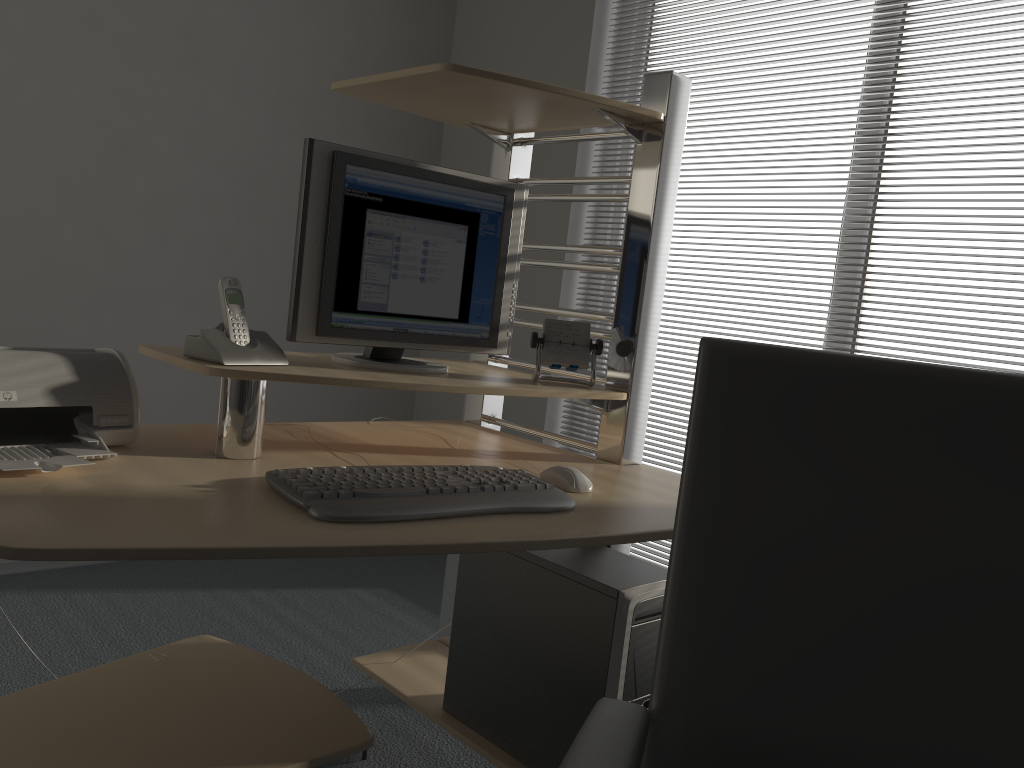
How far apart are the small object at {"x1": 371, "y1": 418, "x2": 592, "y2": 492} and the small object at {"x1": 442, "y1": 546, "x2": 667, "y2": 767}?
0.19m

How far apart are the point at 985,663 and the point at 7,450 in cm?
134

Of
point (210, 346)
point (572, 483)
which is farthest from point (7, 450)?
point (572, 483)

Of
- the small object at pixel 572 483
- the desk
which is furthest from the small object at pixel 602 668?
the small object at pixel 572 483

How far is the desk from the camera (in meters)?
1.14

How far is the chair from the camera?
0.8 meters

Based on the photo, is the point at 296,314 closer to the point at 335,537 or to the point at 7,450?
the point at 7,450

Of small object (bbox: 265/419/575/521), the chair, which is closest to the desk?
small object (bbox: 265/419/575/521)

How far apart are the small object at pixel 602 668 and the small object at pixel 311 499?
0.3 meters

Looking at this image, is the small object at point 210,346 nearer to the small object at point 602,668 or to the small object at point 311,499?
the small object at point 311,499
